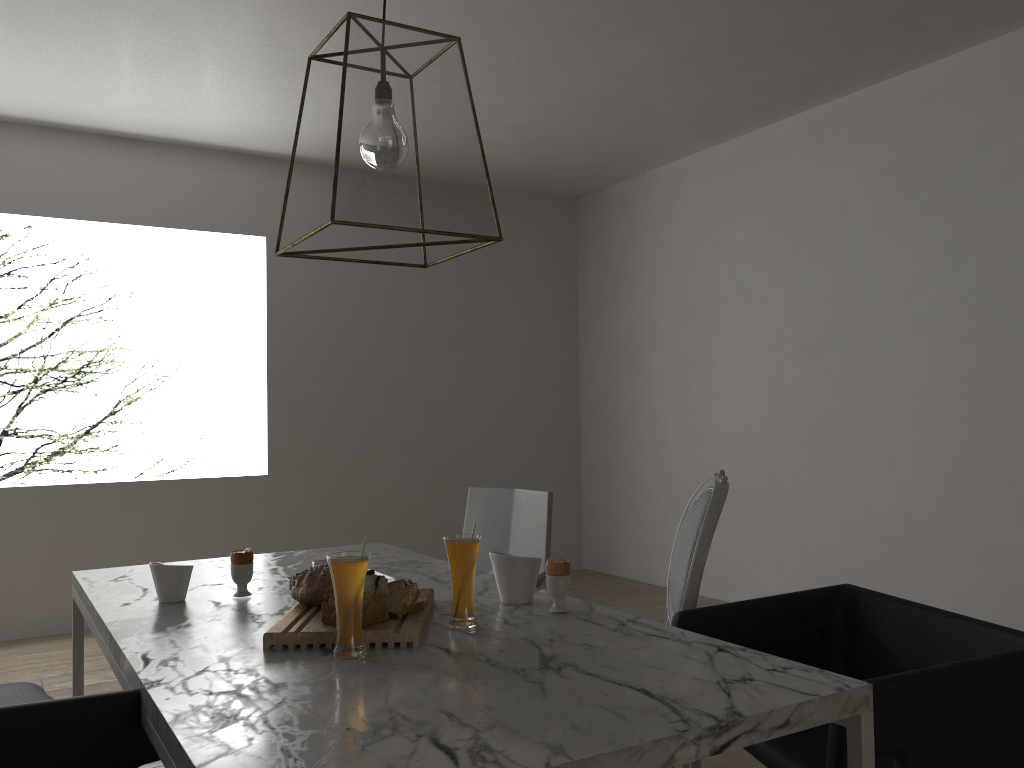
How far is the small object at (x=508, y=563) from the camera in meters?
1.8 m

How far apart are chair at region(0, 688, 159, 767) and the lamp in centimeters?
77cm

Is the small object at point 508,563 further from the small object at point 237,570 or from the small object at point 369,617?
the small object at point 237,570

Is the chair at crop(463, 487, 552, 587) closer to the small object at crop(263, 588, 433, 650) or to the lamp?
the small object at crop(263, 588, 433, 650)

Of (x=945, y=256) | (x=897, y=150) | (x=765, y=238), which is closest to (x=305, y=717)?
(x=945, y=256)

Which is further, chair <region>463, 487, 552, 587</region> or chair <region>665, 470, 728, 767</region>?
chair <region>463, 487, 552, 587</region>

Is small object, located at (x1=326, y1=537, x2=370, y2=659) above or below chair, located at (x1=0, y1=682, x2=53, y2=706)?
above

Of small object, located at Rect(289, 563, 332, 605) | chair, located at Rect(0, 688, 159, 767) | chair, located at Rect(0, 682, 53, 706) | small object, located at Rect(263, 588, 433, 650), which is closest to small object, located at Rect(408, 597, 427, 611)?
small object, located at Rect(263, 588, 433, 650)

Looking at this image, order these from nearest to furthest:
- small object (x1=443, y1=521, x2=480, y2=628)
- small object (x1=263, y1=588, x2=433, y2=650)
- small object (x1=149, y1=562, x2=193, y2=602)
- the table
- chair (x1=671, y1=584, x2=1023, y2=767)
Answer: the table → chair (x1=671, y1=584, x2=1023, y2=767) → small object (x1=263, y1=588, x2=433, y2=650) → small object (x1=443, y1=521, x2=480, y2=628) → small object (x1=149, y1=562, x2=193, y2=602)

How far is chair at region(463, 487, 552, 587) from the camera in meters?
2.7
